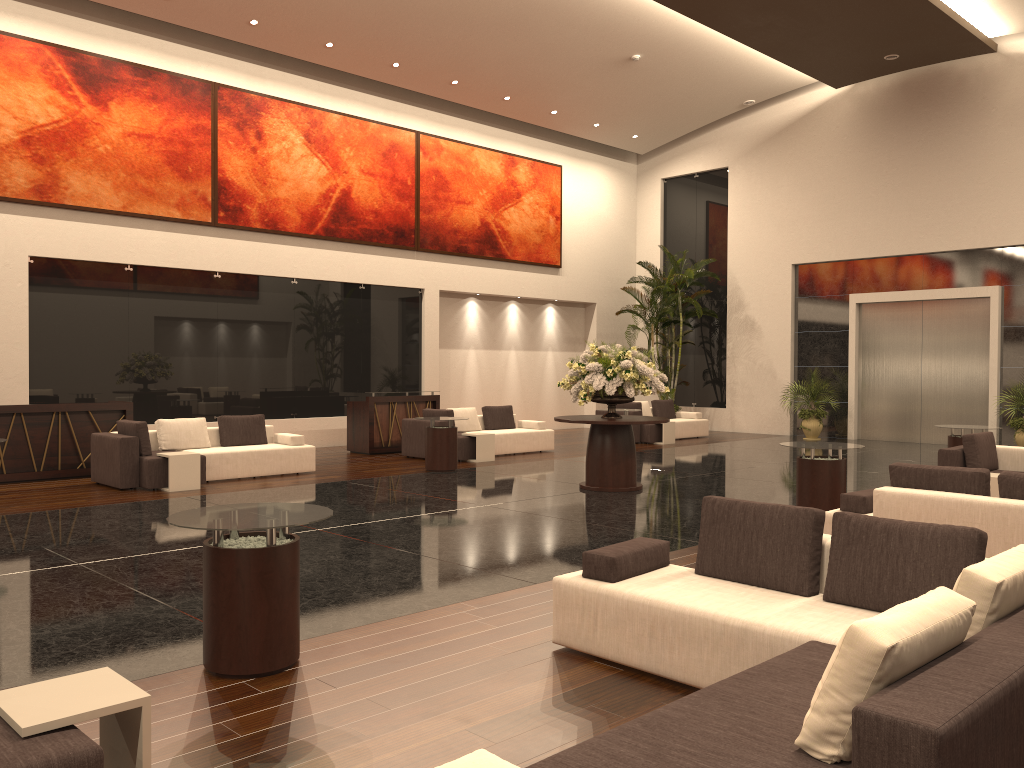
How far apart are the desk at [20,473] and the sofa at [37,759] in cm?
1020

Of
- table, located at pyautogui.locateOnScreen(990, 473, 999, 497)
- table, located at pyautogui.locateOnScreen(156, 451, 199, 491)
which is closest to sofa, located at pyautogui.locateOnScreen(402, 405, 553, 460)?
table, located at pyautogui.locateOnScreen(156, 451, 199, 491)

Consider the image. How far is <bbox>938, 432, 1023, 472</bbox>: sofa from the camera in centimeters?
991cm

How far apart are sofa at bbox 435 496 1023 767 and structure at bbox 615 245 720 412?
16.2m

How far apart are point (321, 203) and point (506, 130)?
5.6 meters

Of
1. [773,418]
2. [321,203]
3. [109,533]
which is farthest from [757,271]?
[109,533]

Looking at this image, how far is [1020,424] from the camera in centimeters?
1655cm

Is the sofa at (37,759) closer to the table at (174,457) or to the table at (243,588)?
the table at (243,588)

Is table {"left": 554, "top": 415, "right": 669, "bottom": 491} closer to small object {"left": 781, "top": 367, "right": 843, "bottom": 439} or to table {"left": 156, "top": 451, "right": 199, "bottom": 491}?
table {"left": 156, "top": 451, "right": 199, "bottom": 491}

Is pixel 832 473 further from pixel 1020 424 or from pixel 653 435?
pixel 1020 424
